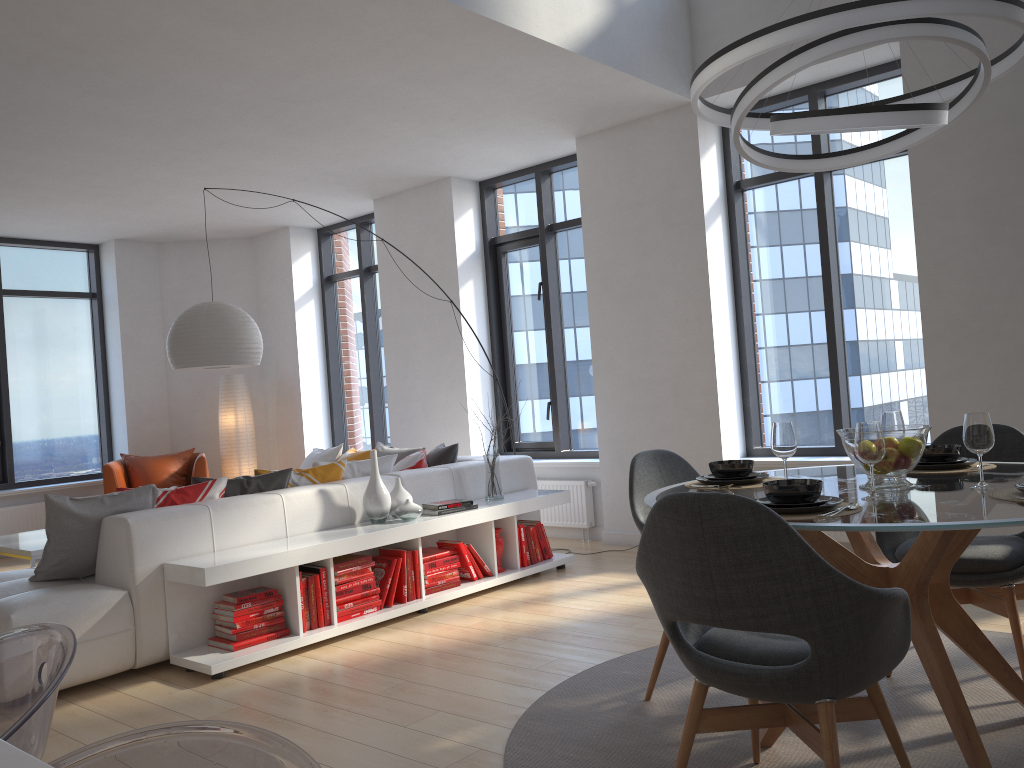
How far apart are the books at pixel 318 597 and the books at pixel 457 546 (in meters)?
0.99

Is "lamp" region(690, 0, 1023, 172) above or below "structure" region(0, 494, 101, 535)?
above

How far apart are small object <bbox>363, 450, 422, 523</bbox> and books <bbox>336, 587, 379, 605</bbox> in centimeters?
39cm

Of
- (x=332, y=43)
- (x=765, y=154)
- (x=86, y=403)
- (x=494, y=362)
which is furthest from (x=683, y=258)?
(x=86, y=403)

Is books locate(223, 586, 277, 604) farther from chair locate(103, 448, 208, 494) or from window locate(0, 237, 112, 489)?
window locate(0, 237, 112, 489)

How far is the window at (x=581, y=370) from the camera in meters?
7.2

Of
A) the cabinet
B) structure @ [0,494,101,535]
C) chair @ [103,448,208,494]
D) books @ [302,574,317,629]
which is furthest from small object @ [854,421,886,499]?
structure @ [0,494,101,535]

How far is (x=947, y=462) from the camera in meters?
3.1

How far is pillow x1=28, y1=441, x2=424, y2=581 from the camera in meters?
4.0

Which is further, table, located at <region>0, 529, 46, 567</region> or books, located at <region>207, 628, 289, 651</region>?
table, located at <region>0, 529, 46, 567</region>
